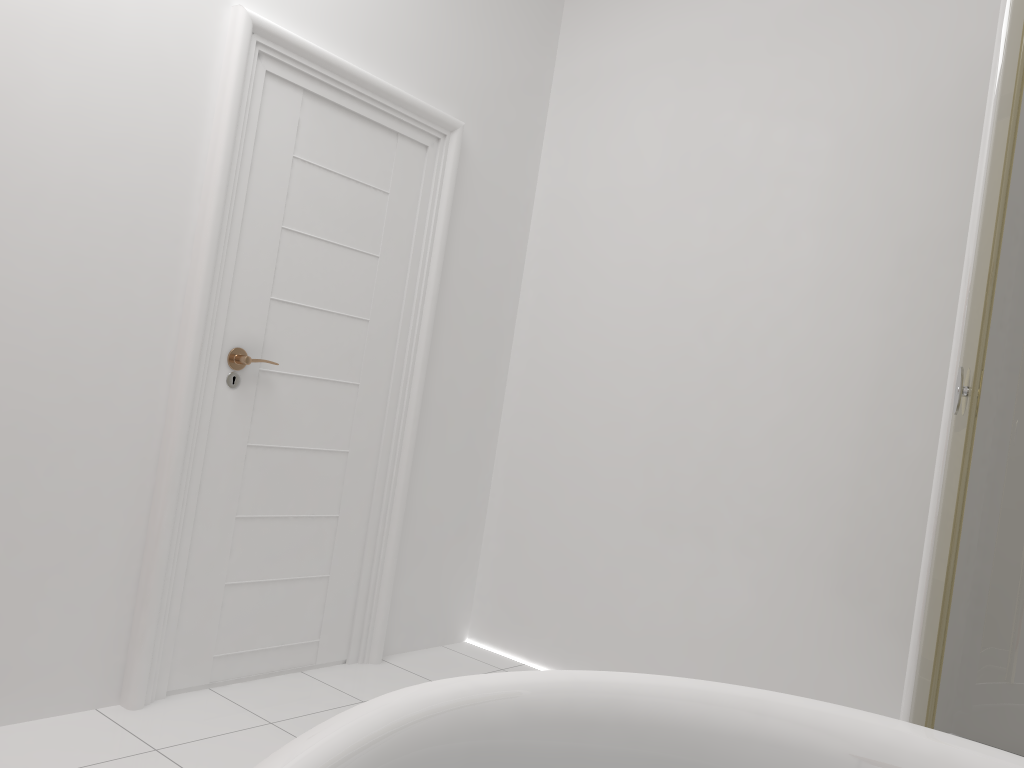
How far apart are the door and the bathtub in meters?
1.6

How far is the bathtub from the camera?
0.79m

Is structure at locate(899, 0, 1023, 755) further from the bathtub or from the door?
the door

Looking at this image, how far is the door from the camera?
2.4m

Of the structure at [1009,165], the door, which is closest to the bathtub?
the structure at [1009,165]

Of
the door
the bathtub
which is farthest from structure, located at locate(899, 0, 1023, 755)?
the door

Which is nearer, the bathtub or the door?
the bathtub

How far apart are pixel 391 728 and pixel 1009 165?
1.8m

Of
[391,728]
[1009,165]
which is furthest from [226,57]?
[391,728]

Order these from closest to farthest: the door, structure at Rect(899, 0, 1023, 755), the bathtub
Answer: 1. the bathtub
2. structure at Rect(899, 0, 1023, 755)
3. the door
